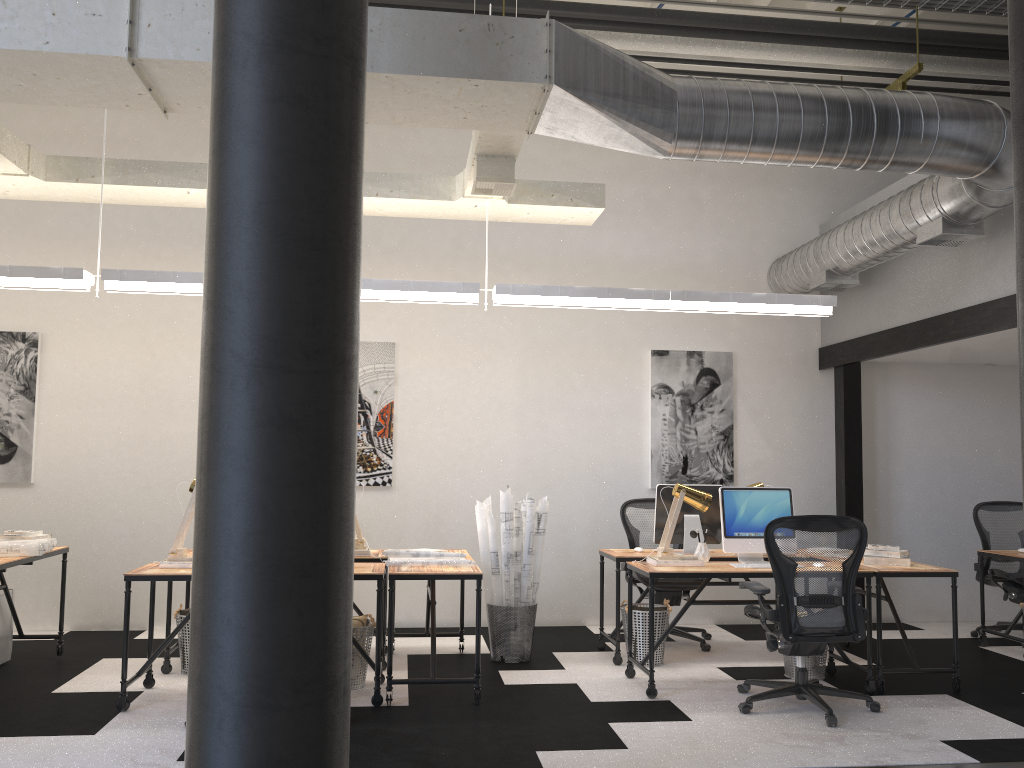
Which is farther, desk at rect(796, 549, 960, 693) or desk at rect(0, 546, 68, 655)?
desk at rect(796, 549, 960, 693)

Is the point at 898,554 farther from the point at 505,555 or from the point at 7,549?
the point at 7,549

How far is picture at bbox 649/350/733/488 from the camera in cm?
753

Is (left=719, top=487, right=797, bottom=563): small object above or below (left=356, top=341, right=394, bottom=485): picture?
below

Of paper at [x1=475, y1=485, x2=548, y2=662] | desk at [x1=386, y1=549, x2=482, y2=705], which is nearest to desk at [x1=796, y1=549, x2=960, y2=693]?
paper at [x1=475, y1=485, x2=548, y2=662]

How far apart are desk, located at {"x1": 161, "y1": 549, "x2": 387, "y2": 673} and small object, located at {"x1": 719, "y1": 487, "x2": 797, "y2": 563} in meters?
2.2

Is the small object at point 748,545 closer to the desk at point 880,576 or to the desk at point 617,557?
the desk at point 617,557

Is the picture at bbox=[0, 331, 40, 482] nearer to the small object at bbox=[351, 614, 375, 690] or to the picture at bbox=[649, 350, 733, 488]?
the small object at bbox=[351, 614, 375, 690]

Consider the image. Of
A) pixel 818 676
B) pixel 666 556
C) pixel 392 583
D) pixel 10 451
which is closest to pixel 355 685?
pixel 392 583

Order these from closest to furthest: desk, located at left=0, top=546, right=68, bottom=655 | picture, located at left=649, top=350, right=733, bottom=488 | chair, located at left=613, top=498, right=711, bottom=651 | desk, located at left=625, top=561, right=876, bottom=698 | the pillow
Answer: desk, located at left=0, top=546, right=68, bottom=655 → desk, located at left=625, top=561, right=876, bottom=698 → the pillow → chair, located at left=613, top=498, right=711, bottom=651 → picture, located at left=649, top=350, right=733, bottom=488
